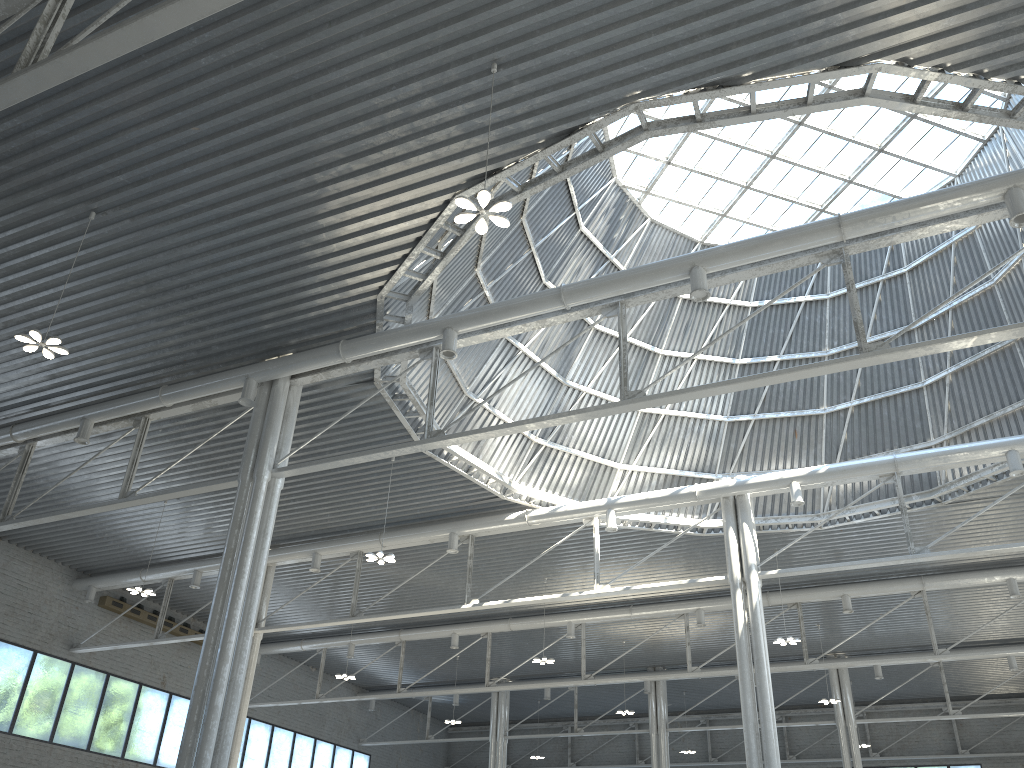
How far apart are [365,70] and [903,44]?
10.60m

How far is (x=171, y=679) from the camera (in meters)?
49.38

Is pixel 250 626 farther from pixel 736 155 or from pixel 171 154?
pixel 736 155
